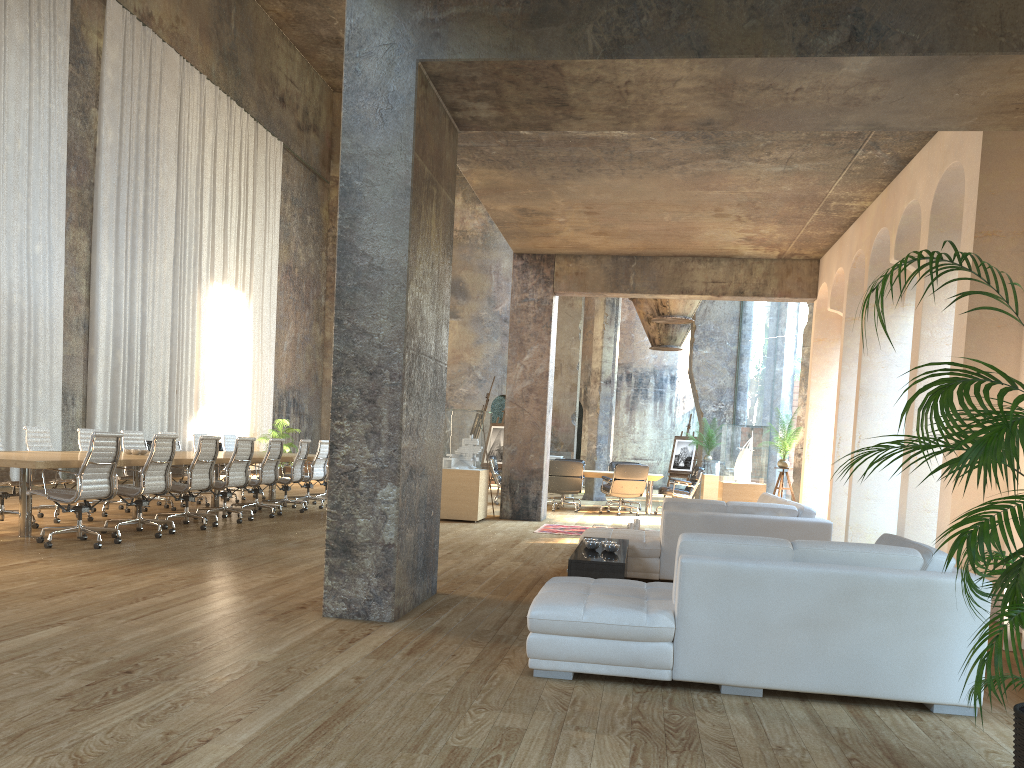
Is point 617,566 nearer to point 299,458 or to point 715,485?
point 299,458

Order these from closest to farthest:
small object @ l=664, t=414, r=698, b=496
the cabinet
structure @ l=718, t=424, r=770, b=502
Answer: the cabinet → structure @ l=718, t=424, r=770, b=502 → small object @ l=664, t=414, r=698, b=496

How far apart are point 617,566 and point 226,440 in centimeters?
1000cm

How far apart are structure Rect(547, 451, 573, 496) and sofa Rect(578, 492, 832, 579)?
7.7 meters

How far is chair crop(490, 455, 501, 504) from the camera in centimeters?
1572cm

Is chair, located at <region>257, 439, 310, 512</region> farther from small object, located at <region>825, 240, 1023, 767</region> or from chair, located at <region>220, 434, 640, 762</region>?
small object, located at <region>825, 240, 1023, 767</region>

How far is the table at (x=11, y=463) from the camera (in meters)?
7.21

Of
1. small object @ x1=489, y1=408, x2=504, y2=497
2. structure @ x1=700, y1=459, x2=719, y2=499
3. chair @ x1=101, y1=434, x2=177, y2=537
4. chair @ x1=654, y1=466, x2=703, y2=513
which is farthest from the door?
chair @ x1=101, y1=434, x2=177, y2=537

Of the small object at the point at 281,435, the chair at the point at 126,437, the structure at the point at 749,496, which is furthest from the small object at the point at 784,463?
the small object at the point at 281,435

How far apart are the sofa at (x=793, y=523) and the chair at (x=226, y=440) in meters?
8.2 m
